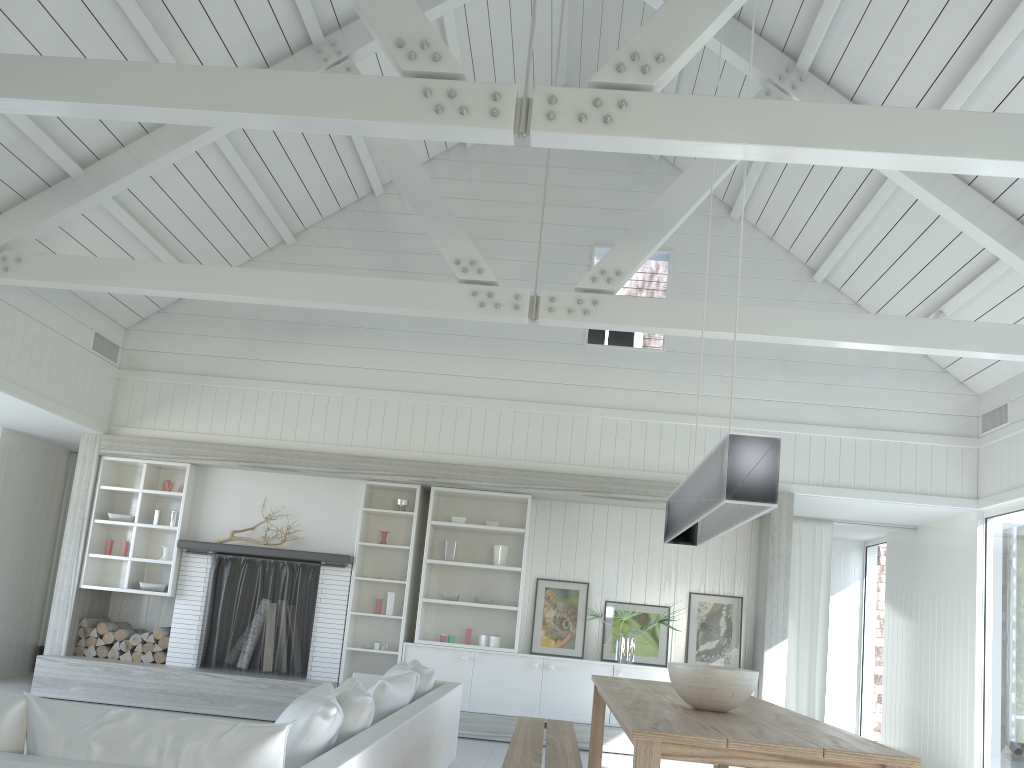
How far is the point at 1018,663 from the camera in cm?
698

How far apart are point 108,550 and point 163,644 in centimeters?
104cm

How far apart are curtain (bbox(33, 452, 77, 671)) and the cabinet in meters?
4.1 m

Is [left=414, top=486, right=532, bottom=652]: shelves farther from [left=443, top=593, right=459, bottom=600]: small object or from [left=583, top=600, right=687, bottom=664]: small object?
[left=583, top=600, right=687, bottom=664]: small object

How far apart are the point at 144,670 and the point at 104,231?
3.7 meters

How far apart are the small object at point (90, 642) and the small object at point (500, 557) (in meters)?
3.72

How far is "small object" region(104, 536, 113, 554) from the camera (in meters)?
8.19

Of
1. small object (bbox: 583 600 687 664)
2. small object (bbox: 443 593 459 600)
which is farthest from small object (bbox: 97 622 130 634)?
small object (bbox: 583 600 687 664)

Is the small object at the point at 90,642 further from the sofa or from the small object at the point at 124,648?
the sofa

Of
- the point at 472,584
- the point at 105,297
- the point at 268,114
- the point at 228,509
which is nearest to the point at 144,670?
the point at 228,509
